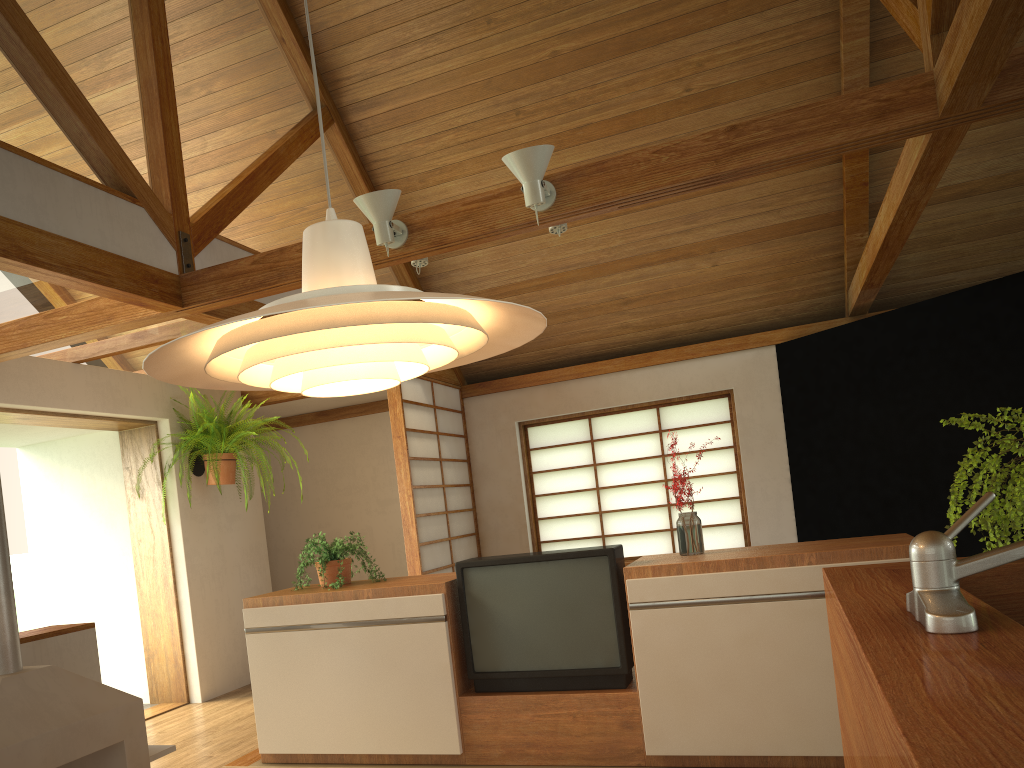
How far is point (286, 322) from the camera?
1.03m

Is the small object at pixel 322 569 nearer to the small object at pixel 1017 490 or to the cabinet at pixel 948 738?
the cabinet at pixel 948 738

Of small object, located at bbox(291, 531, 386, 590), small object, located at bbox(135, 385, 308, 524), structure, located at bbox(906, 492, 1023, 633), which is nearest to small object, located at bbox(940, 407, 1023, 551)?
structure, located at bbox(906, 492, 1023, 633)

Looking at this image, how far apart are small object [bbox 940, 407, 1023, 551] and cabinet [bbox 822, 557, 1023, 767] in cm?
6

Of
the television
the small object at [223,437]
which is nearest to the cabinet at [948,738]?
the television

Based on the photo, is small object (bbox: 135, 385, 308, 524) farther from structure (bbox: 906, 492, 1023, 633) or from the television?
structure (bbox: 906, 492, 1023, 633)

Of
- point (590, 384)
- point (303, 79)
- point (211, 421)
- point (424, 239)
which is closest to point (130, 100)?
point (424, 239)

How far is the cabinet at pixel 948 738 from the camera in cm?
77

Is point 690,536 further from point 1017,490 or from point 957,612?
point 957,612

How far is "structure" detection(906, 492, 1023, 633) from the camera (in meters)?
1.23
